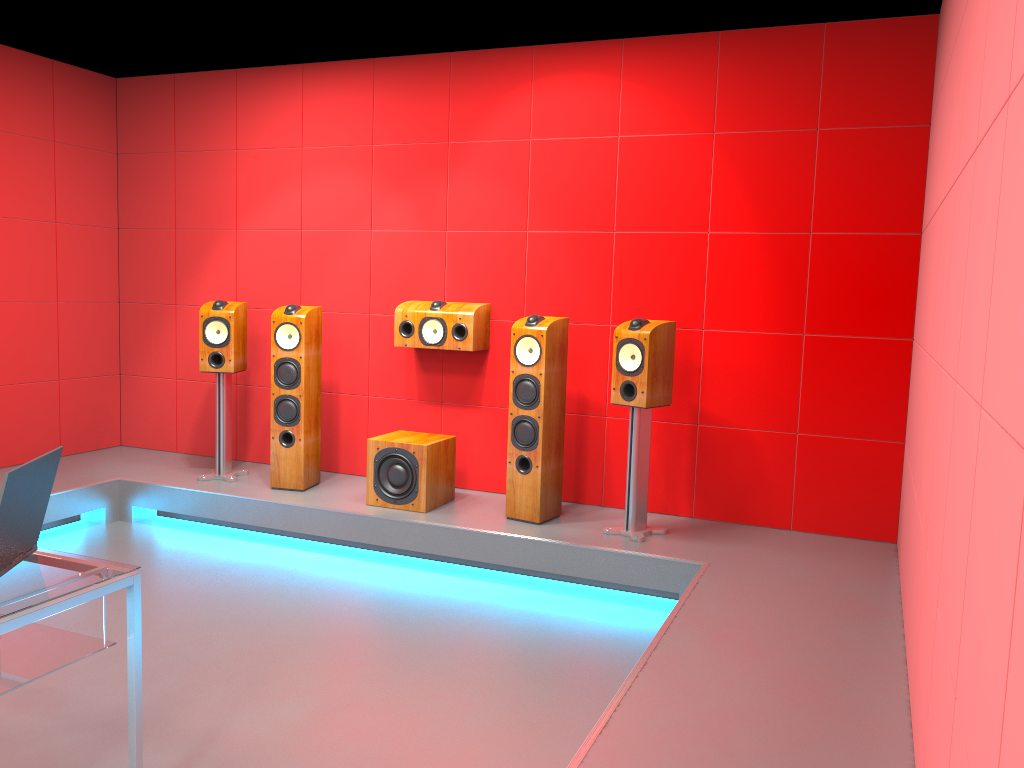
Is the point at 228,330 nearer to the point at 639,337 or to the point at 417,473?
the point at 417,473

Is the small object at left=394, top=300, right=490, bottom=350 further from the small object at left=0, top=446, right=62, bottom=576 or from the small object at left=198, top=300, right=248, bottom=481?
the small object at left=0, top=446, right=62, bottom=576

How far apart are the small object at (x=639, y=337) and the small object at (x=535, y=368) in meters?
0.3 m

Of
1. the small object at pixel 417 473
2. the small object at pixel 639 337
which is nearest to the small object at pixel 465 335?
the small object at pixel 417 473

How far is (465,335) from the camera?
4.9 meters

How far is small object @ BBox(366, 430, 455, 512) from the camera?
4.6 meters

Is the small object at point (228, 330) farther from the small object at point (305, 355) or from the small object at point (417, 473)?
the small object at point (417, 473)

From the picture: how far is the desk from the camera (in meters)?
2.00

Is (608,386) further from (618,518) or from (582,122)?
(582,122)

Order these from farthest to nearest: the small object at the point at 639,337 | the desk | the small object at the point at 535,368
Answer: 1. the small object at the point at 535,368
2. the small object at the point at 639,337
3. the desk
